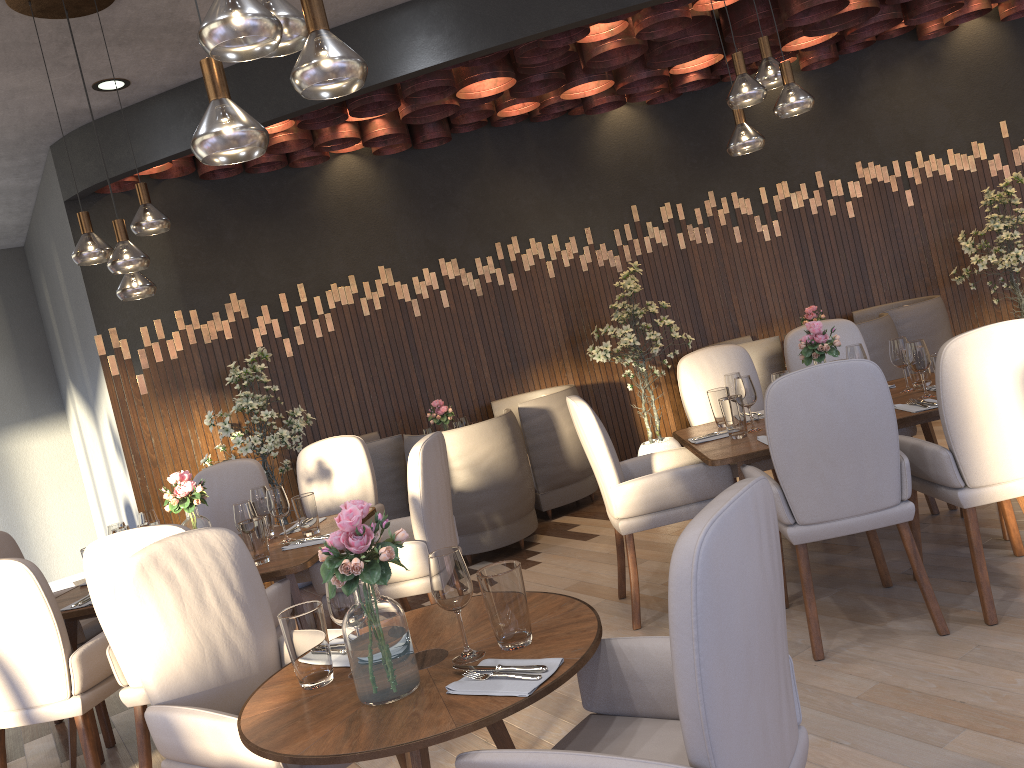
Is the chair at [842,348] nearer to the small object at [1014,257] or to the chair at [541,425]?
the chair at [541,425]

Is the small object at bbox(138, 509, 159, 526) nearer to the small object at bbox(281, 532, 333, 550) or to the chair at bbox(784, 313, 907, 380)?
the small object at bbox(281, 532, 333, 550)

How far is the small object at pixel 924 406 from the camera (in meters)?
3.48

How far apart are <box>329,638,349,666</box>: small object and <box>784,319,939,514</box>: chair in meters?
3.1

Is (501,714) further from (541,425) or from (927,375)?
(541,425)

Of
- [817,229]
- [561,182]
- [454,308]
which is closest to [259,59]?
[454,308]

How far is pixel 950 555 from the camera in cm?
373

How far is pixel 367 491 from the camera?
4.65m

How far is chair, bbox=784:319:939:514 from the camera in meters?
4.7

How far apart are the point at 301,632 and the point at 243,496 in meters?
2.9 m
